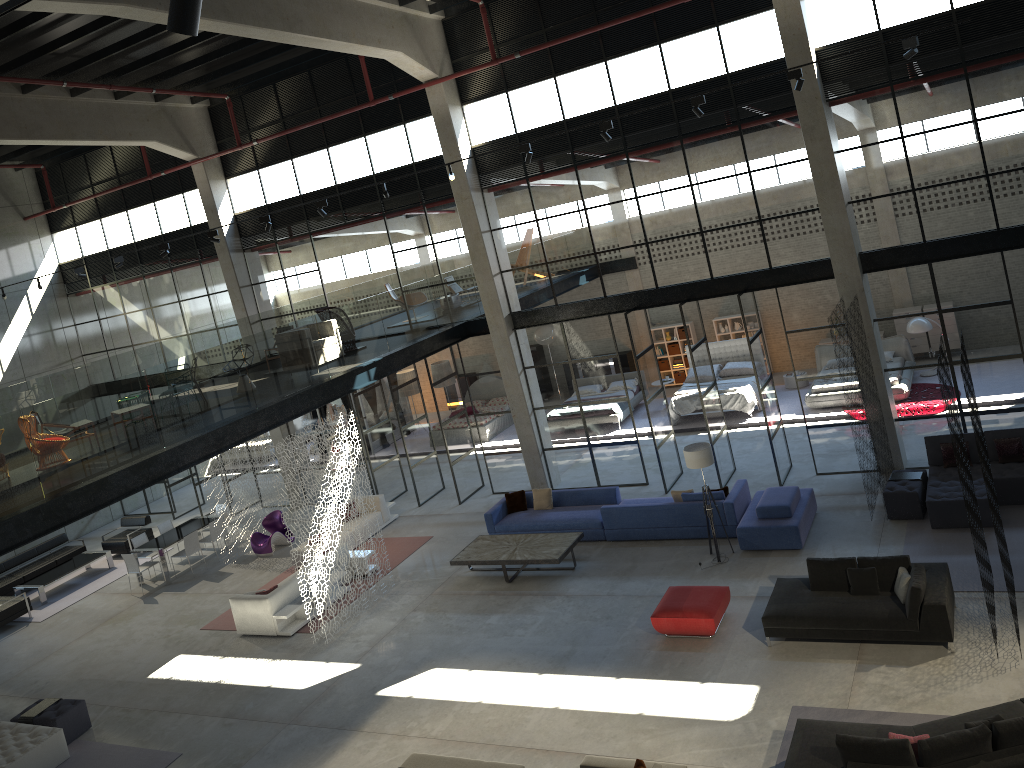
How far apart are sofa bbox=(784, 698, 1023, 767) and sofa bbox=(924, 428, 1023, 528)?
4.8m

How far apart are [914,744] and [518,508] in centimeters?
973cm

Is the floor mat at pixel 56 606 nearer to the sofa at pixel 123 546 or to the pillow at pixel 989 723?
the sofa at pixel 123 546

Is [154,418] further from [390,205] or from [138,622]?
[390,205]

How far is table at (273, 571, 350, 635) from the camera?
14.8 meters

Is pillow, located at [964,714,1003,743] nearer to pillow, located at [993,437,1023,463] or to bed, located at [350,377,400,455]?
pillow, located at [993,437,1023,463]

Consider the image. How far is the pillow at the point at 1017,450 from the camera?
13.5 meters

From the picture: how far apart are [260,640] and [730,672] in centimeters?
817cm

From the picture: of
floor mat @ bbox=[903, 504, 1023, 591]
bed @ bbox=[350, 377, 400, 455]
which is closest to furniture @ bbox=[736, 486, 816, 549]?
floor mat @ bbox=[903, 504, 1023, 591]

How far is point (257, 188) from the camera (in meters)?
20.48
